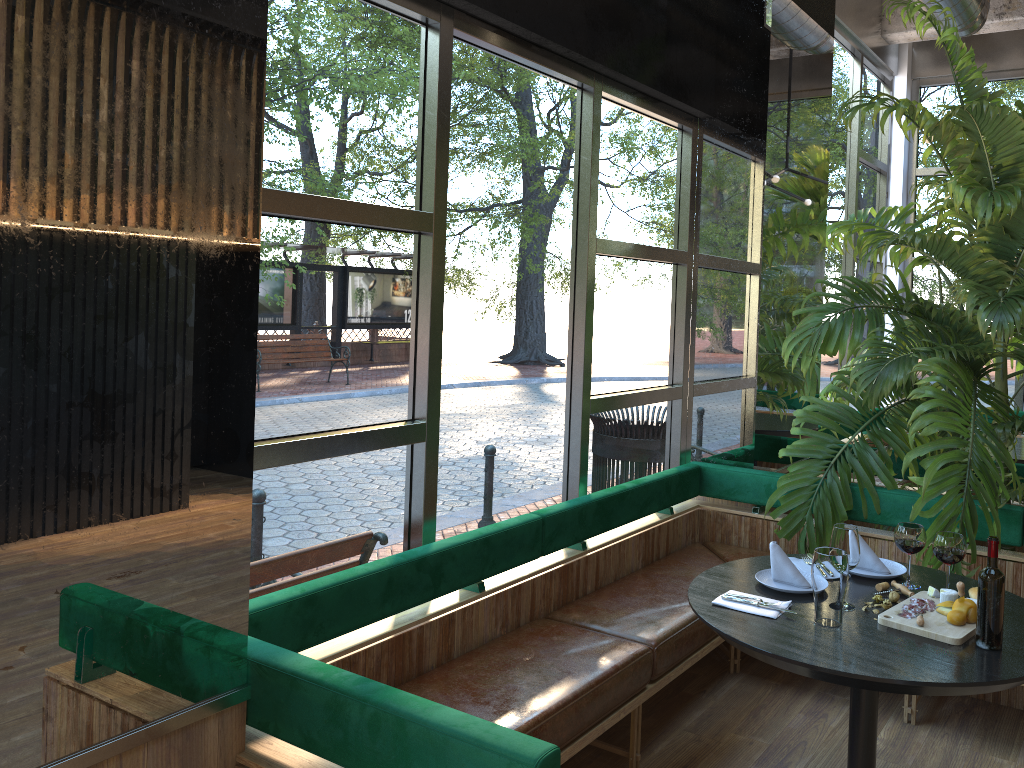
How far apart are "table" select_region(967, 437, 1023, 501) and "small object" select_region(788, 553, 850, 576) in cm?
312

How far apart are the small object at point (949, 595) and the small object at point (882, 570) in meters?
0.2

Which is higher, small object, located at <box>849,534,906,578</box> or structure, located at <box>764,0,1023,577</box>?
structure, located at <box>764,0,1023,577</box>

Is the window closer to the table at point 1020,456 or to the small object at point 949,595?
the table at point 1020,456

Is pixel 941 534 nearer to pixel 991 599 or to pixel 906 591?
pixel 906 591

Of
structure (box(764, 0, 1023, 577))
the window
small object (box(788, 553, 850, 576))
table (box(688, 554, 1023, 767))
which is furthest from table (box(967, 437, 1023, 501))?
small object (box(788, 553, 850, 576))

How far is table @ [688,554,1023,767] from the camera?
2.3 meters

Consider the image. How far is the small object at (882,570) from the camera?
3.1 meters

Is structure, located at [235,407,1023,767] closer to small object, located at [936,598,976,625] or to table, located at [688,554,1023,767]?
table, located at [688,554,1023,767]

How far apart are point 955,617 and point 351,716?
1.71m
